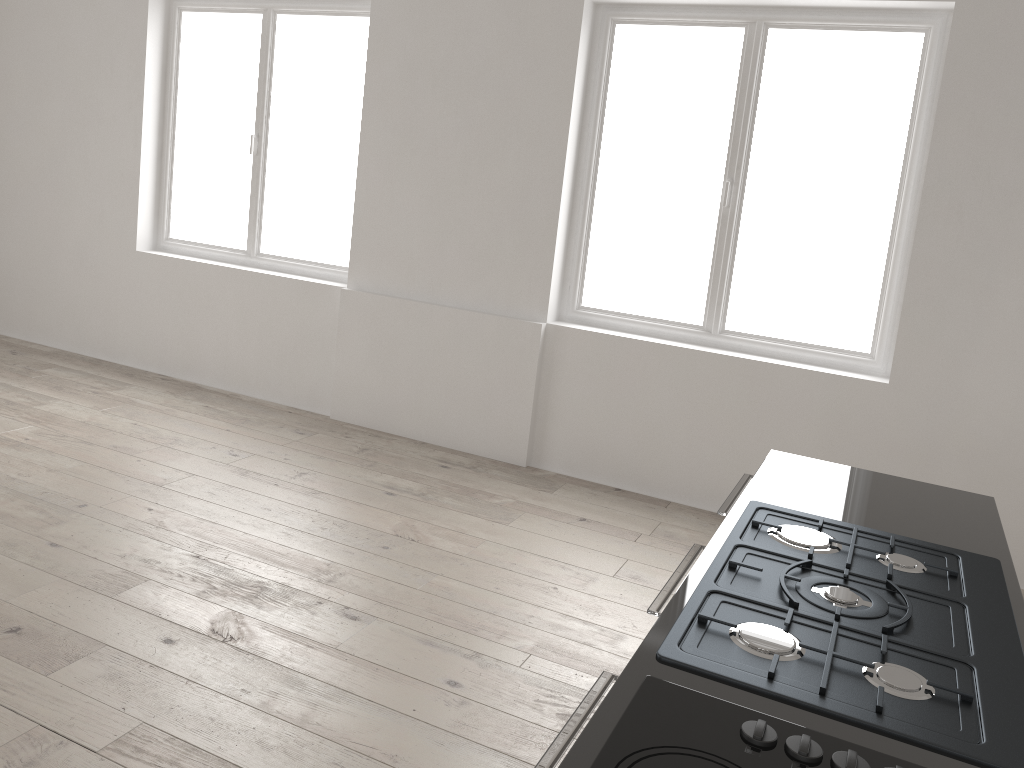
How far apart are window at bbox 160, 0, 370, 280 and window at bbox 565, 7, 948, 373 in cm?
151

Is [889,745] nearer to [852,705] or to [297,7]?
[852,705]

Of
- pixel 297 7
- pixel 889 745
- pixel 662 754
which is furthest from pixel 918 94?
pixel 662 754

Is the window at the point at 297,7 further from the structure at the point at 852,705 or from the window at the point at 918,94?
the structure at the point at 852,705

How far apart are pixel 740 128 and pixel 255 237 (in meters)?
3.21

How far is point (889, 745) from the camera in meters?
1.2

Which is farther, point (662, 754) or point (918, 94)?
point (918, 94)

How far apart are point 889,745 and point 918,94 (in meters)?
3.77

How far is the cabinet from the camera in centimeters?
119cm

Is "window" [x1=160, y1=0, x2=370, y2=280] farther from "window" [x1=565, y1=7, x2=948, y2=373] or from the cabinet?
the cabinet
